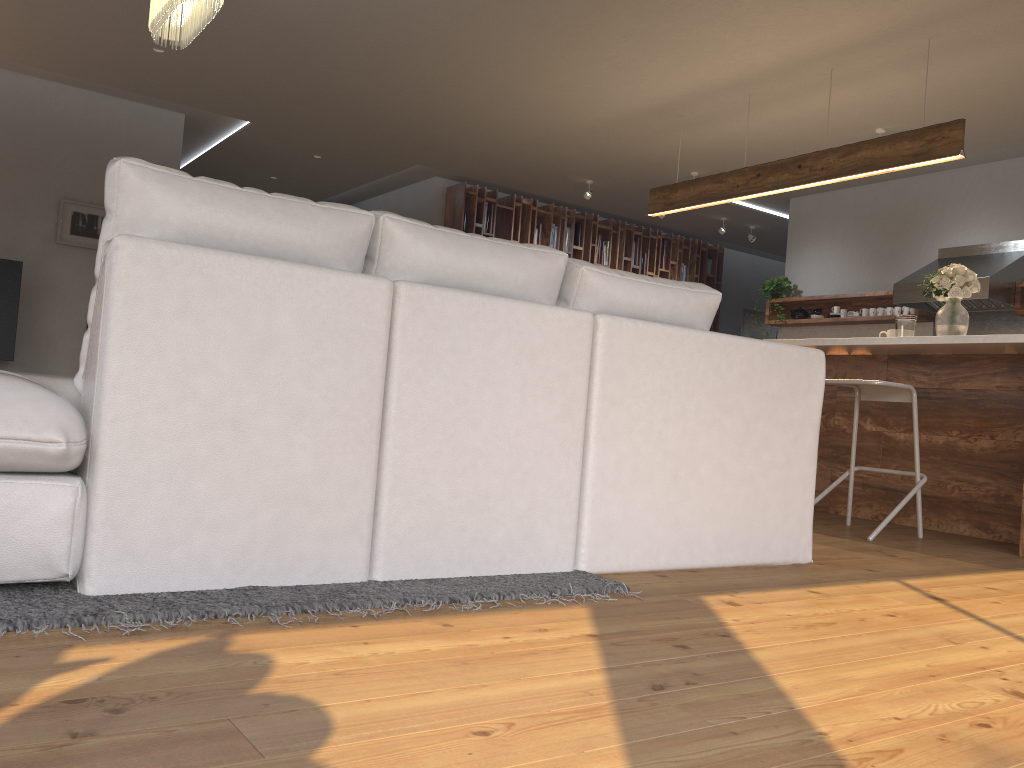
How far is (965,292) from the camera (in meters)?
4.66

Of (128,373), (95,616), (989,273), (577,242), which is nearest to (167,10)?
(128,373)

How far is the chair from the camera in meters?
4.1

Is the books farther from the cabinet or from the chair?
the chair

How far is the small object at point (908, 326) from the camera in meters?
4.9

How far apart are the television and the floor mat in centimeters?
574cm

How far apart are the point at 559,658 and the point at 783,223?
8.9m

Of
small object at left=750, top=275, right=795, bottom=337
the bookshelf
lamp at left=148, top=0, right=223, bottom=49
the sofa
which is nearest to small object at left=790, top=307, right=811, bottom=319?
small object at left=750, top=275, right=795, bottom=337

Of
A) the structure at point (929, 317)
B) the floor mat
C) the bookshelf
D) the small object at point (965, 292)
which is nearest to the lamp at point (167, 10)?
the floor mat

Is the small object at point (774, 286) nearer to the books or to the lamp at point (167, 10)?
the books
